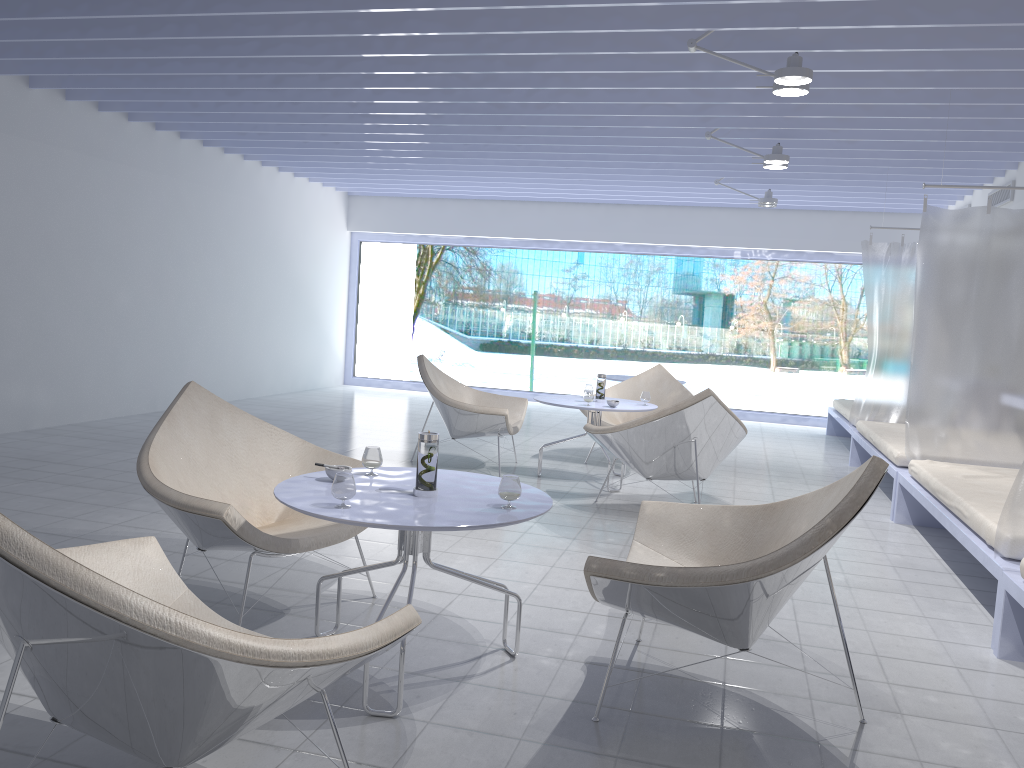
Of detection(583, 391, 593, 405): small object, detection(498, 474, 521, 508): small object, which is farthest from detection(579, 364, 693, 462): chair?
detection(498, 474, 521, 508): small object

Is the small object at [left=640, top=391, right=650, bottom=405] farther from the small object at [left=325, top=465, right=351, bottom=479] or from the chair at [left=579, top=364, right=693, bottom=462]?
the small object at [left=325, top=465, right=351, bottom=479]

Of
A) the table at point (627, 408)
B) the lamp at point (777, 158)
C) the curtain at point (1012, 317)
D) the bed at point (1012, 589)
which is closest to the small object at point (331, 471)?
the bed at point (1012, 589)

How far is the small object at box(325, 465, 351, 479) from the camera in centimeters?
271cm

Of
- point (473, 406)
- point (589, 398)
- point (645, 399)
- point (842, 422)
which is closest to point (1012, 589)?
point (589, 398)

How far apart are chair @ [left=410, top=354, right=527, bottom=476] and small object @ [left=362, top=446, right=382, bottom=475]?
2.84m

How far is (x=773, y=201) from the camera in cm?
808

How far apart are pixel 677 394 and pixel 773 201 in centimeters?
240cm

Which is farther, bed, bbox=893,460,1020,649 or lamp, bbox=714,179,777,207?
lamp, bbox=714,179,777,207

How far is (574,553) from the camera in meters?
4.1 m
